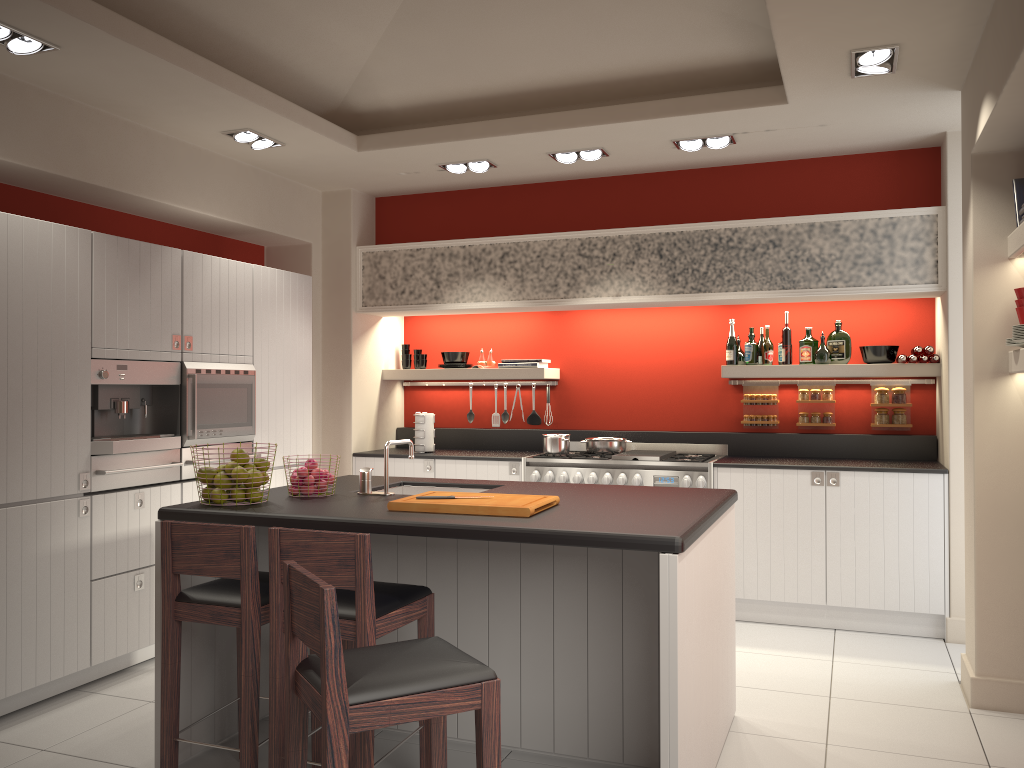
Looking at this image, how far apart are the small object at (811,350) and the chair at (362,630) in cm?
377

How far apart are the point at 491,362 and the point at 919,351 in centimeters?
305cm

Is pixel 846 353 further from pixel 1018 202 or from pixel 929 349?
pixel 1018 202

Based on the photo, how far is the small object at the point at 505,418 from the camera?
7.1 meters

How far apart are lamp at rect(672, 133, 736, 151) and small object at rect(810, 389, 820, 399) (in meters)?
1.87

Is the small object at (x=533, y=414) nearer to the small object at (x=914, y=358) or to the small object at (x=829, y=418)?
the small object at (x=829, y=418)

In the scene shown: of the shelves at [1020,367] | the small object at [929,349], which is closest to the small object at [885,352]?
the small object at [929,349]

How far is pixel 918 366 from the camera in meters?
5.7

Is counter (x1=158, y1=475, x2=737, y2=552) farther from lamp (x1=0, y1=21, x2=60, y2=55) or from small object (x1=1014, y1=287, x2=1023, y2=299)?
lamp (x1=0, y1=21, x2=60, y2=55)

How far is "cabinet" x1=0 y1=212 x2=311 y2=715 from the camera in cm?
396
